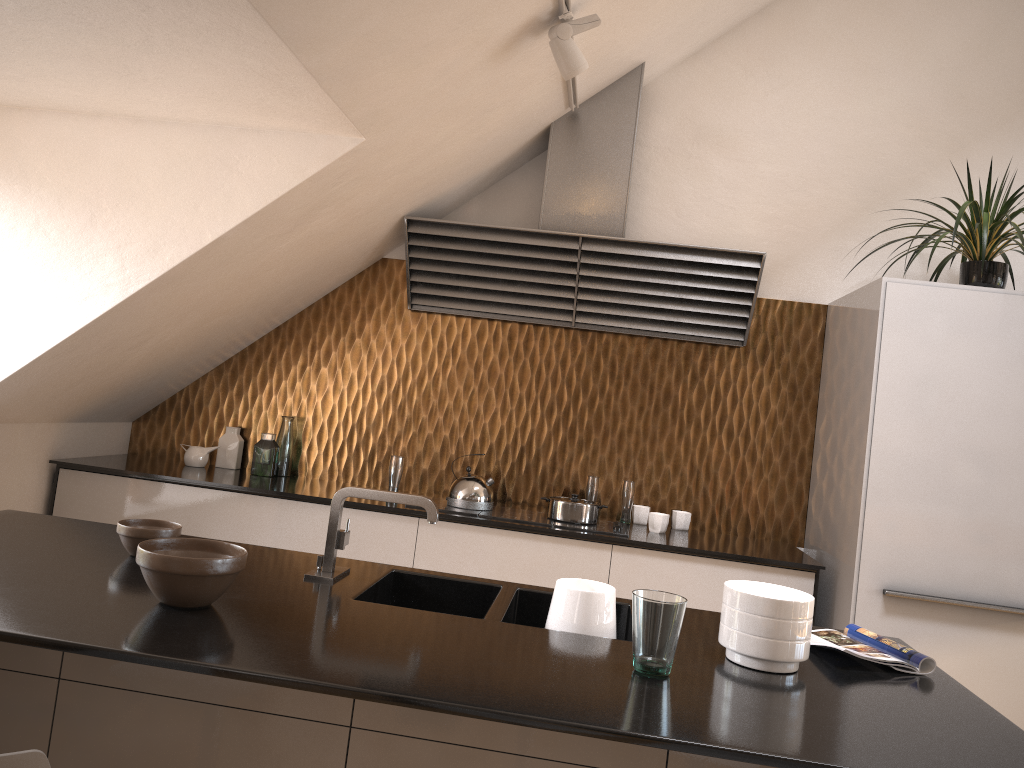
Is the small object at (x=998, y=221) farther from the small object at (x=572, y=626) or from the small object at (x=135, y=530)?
the small object at (x=135, y=530)

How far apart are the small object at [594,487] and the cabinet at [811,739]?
1.62m

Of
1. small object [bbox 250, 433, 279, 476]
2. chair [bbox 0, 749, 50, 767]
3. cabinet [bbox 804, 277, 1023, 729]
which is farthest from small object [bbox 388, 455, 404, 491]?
chair [bbox 0, 749, 50, 767]

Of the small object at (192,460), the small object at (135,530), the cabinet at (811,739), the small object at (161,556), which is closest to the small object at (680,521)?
the cabinet at (811,739)

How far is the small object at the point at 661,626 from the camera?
1.6 meters

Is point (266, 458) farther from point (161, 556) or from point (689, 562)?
point (161, 556)

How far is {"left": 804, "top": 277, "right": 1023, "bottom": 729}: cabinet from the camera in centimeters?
309cm

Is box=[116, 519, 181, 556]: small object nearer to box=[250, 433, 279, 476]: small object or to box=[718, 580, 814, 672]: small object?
box=[718, 580, 814, 672]: small object

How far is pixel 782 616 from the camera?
1.76m

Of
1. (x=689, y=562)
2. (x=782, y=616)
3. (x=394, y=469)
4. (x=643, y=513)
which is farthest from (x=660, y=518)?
(x=782, y=616)
